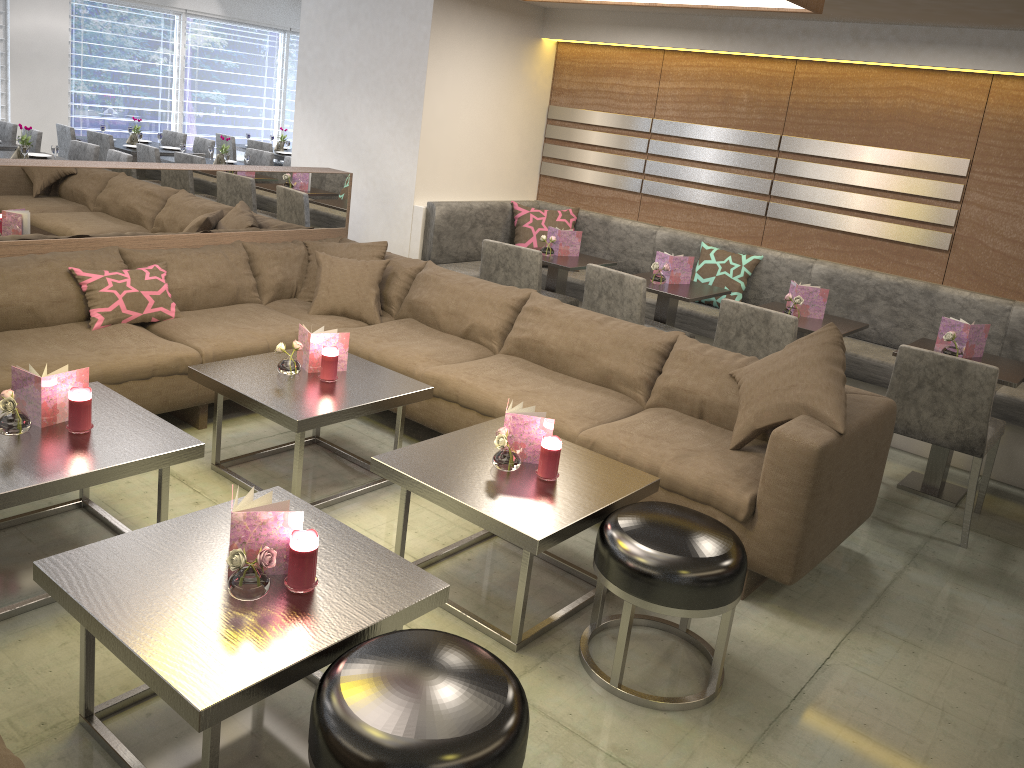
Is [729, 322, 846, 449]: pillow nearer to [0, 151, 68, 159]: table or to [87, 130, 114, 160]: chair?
[0, 151, 68, 159]: table

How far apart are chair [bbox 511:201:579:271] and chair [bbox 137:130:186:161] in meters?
4.9 m

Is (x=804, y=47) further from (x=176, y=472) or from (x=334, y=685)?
(x=334, y=685)

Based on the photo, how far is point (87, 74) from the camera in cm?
1013

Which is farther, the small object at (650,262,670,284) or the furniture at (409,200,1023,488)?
the small object at (650,262,670,284)

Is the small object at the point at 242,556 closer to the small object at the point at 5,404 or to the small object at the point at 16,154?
the small object at the point at 5,404

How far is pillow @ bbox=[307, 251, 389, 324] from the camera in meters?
4.3 m

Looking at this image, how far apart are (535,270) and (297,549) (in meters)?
3.05

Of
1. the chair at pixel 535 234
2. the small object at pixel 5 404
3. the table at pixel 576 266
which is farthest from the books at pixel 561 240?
the small object at pixel 5 404

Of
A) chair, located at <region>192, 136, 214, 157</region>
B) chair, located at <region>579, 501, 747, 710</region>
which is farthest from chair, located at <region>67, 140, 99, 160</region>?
chair, located at <region>579, 501, 747, 710</region>
